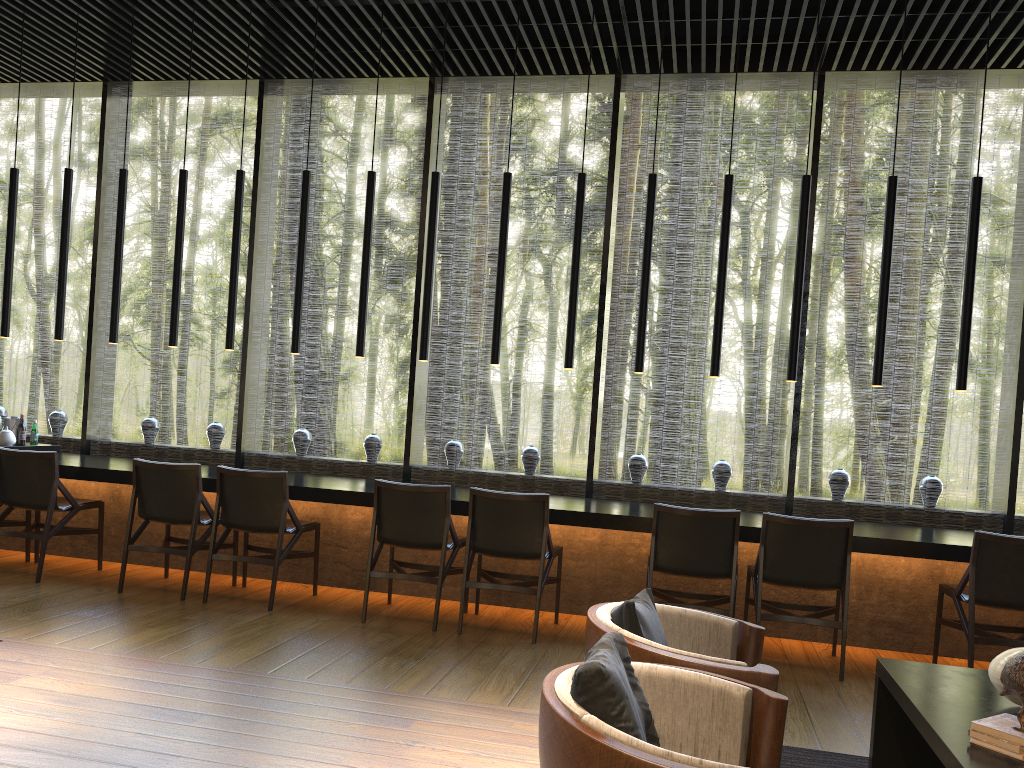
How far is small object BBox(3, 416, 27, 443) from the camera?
7.0m

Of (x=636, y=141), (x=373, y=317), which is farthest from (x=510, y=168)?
(x=373, y=317)

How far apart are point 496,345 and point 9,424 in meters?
4.0

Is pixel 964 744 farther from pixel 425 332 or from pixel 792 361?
pixel 425 332

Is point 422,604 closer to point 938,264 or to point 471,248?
point 471,248

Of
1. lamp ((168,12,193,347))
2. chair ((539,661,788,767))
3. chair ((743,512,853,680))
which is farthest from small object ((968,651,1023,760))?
lamp ((168,12,193,347))

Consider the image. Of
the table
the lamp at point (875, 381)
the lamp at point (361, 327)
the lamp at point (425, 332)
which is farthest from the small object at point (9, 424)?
the table

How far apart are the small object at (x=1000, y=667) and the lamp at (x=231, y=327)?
5.2m

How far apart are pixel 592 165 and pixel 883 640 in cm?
1632

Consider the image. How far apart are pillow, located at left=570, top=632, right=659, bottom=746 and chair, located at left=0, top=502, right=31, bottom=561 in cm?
530
